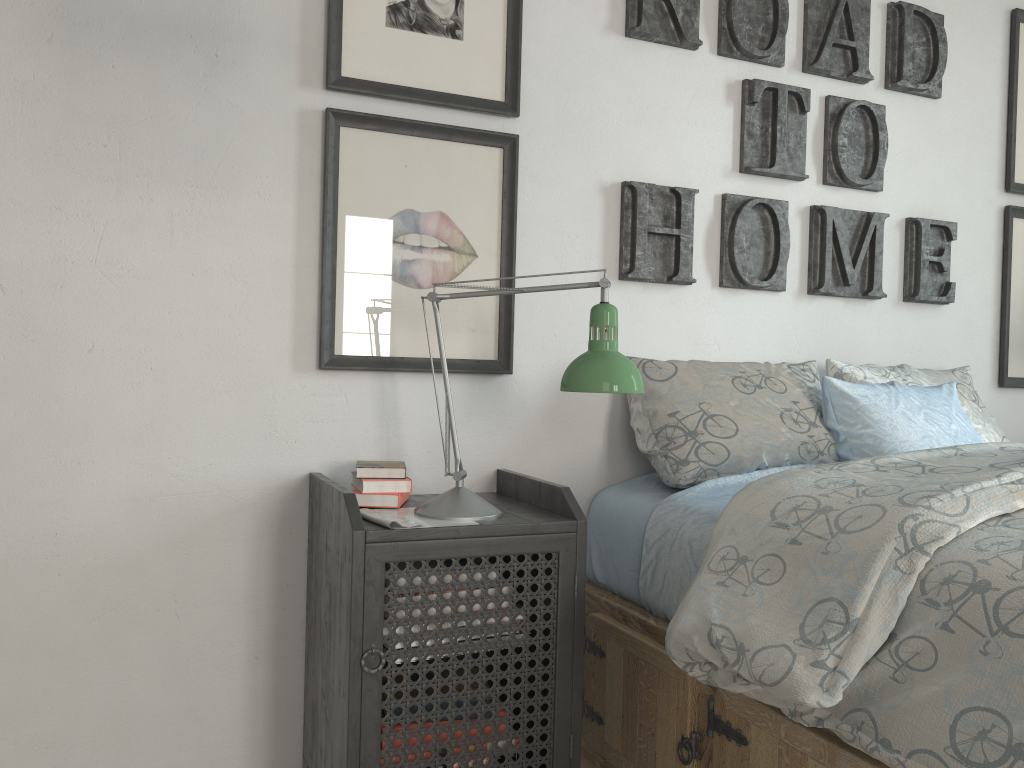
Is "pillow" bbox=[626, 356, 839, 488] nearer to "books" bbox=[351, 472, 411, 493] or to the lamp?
the lamp

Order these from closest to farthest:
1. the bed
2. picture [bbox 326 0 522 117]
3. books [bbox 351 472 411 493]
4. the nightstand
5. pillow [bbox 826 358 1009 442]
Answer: the bed < the nightstand < books [bbox 351 472 411 493] < picture [bbox 326 0 522 117] < pillow [bbox 826 358 1009 442]

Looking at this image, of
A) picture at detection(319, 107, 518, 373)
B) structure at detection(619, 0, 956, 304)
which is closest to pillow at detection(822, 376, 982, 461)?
structure at detection(619, 0, 956, 304)

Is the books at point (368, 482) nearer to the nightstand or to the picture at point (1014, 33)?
the nightstand

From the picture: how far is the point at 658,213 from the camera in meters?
2.1

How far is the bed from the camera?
1.06m

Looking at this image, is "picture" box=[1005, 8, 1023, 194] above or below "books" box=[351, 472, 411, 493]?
above

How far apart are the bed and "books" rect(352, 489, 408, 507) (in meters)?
0.46

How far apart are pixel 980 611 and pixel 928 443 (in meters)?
0.89

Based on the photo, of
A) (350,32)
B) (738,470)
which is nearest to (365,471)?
(738,470)
